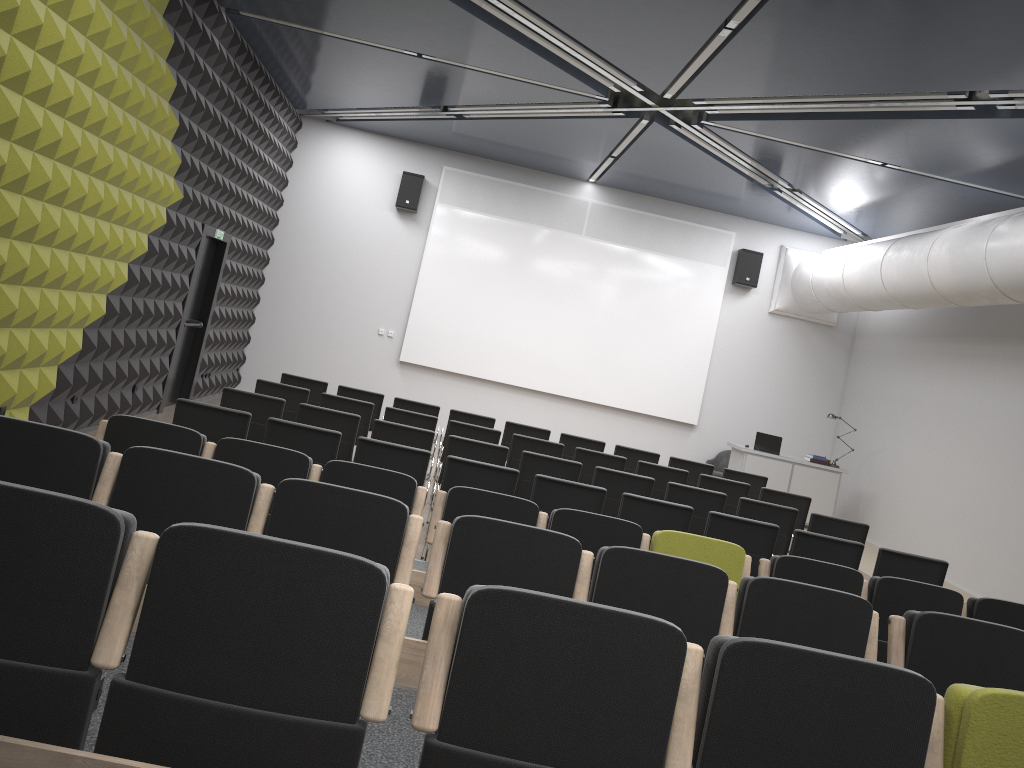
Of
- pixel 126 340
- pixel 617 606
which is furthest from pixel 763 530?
pixel 126 340

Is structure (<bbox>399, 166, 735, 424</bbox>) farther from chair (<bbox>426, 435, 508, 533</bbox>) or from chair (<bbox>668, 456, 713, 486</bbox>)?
chair (<bbox>426, 435, 508, 533</bbox>)

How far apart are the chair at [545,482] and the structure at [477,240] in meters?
8.5

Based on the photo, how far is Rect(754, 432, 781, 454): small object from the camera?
13.7 meters

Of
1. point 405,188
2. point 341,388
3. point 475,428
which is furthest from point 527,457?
point 405,188

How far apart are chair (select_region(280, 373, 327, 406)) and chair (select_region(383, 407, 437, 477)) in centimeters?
155cm

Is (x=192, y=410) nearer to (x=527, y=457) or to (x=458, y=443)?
(x=458, y=443)

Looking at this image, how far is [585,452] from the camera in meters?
9.3

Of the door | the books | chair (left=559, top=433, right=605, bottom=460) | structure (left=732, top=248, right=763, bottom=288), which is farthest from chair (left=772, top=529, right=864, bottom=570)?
structure (left=732, top=248, right=763, bottom=288)

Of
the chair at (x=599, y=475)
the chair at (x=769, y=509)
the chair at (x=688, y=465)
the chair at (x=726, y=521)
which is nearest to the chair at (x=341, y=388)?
the chair at (x=599, y=475)
